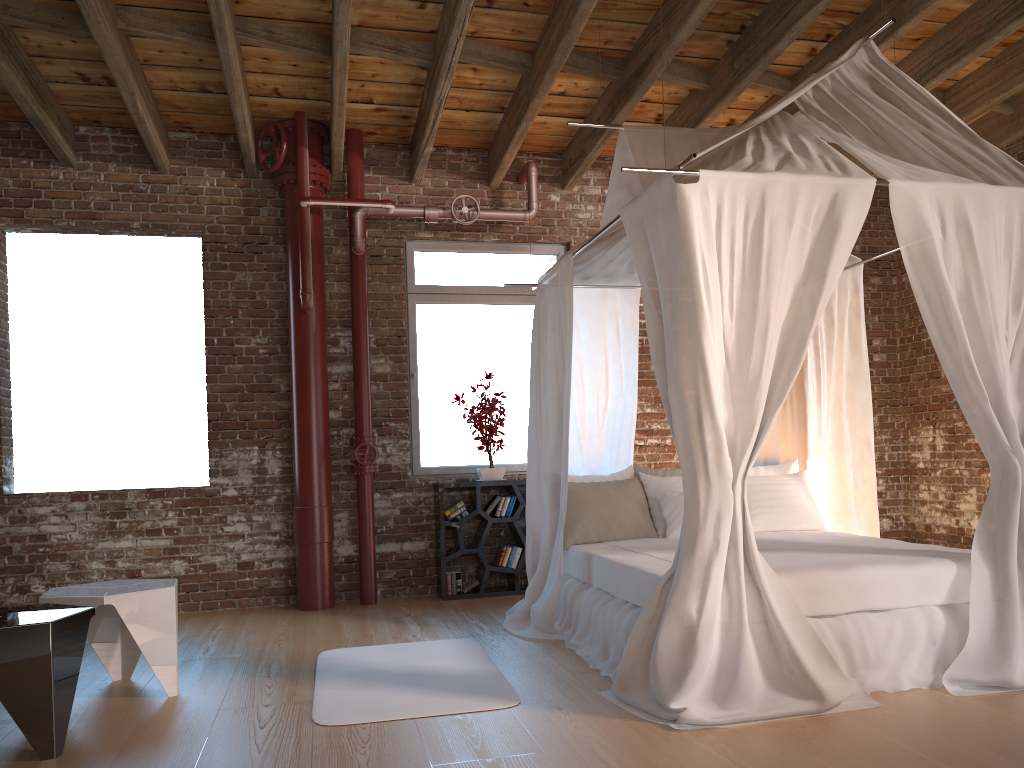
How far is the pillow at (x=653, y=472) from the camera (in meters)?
5.62

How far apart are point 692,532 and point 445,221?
4.1 meters

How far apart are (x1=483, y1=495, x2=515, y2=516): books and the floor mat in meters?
1.7 m

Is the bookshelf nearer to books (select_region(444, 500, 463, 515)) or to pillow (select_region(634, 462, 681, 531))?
books (select_region(444, 500, 463, 515))

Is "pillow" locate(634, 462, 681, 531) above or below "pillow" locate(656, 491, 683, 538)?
above

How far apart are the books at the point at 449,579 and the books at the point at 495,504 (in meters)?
0.50

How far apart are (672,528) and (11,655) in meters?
3.4 m

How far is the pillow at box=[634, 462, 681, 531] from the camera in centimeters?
562cm

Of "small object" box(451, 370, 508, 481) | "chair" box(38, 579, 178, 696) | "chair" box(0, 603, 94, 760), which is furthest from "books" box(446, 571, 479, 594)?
"chair" box(0, 603, 94, 760)

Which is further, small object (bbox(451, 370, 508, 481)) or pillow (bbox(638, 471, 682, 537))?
small object (bbox(451, 370, 508, 481))
